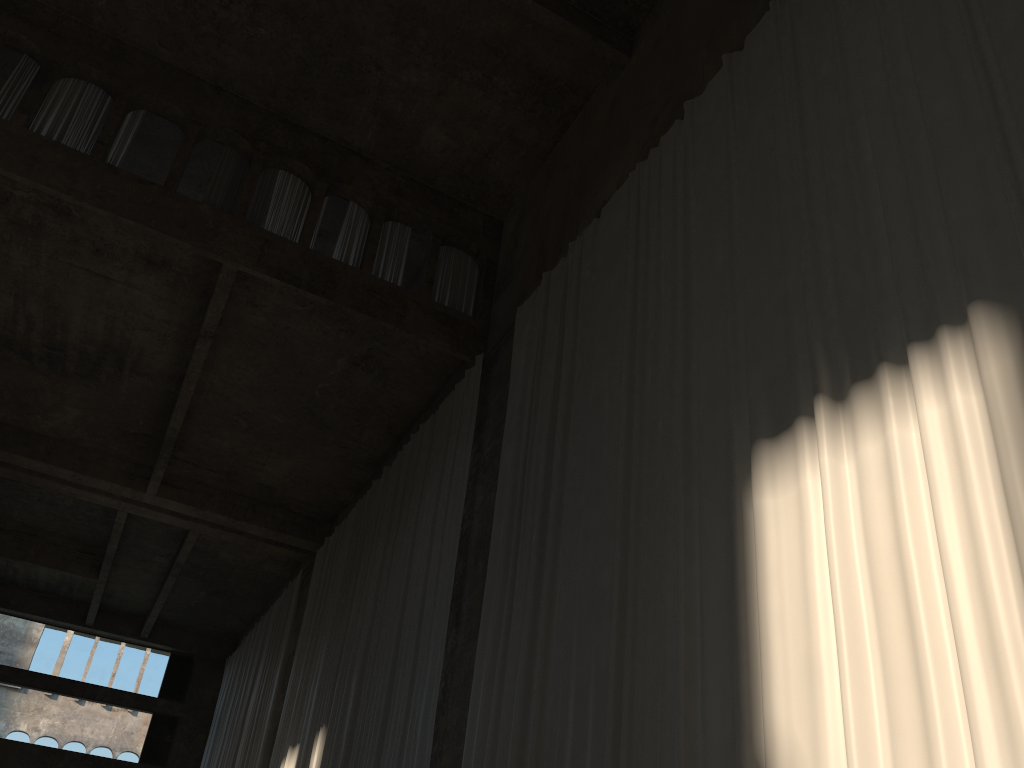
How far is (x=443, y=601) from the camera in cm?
1008

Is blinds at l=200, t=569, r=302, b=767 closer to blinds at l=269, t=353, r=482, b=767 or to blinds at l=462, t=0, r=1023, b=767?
blinds at l=269, t=353, r=482, b=767

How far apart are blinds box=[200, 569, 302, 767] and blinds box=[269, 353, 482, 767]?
1.4m

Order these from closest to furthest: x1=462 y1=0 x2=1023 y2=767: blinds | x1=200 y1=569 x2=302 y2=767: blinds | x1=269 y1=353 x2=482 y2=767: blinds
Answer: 1. x1=462 y1=0 x2=1023 y2=767: blinds
2. x1=269 y1=353 x2=482 y2=767: blinds
3. x1=200 y1=569 x2=302 y2=767: blinds

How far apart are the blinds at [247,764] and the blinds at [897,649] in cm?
970

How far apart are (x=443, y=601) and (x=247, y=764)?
9.5m

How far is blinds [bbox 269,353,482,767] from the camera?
10.08m

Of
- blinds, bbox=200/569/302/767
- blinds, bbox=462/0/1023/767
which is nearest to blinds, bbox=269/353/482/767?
blinds, bbox=462/0/1023/767

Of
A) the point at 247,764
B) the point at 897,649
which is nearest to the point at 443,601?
the point at 897,649

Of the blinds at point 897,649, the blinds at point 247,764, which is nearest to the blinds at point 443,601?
the blinds at point 897,649
